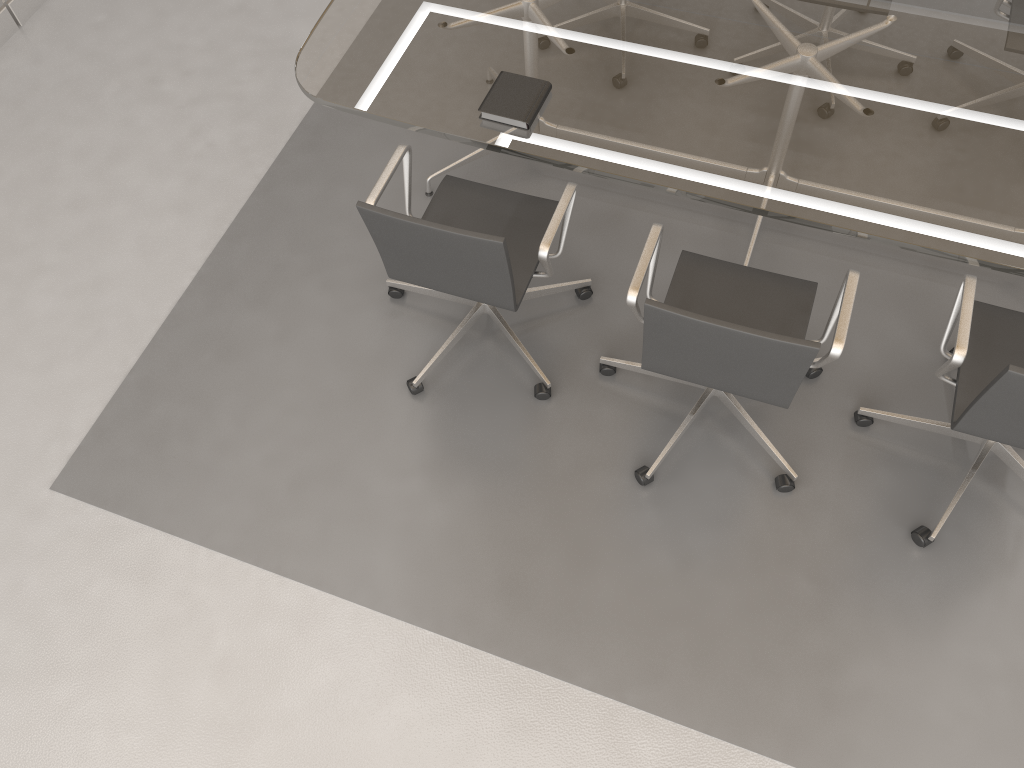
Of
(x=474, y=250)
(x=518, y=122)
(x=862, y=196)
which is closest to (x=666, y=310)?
(x=474, y=250)

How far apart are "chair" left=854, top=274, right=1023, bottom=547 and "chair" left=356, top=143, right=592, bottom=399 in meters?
1.0

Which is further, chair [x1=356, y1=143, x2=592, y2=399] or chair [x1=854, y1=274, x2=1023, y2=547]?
chair [x1=356, y1=143, x2=592, y2=399]

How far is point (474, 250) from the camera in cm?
235

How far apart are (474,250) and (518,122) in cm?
47

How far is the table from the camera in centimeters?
238cm

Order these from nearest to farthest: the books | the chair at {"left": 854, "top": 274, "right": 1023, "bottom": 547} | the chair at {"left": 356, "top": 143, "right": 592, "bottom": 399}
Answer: the chair at {"left": 854, "top": 274, "right": 1023, "bottom": 547}, the chair at {"left": 356, "top": 143, "right": 592, "bottom": 399}, the books

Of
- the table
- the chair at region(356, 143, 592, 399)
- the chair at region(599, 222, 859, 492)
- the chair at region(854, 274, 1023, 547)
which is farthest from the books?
the chair at region(854, 274, 1023, 547)

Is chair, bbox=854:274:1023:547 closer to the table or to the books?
the table

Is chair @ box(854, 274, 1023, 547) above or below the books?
below
